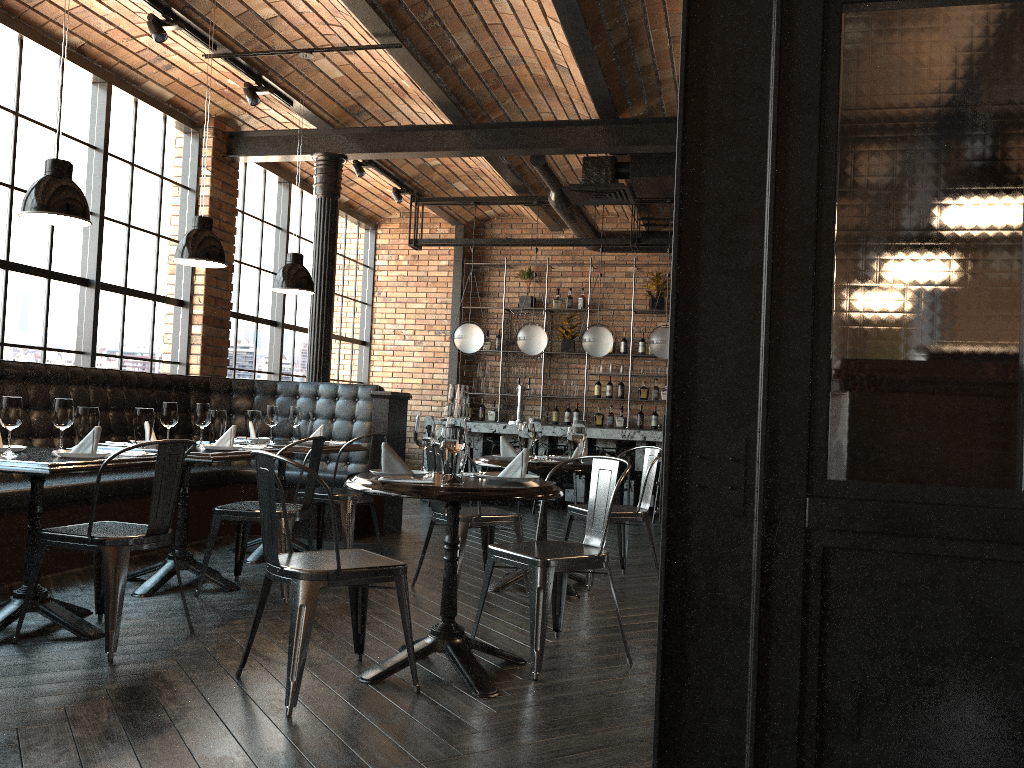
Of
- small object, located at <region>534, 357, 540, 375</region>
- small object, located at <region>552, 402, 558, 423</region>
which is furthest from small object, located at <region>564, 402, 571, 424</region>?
small object, located at <region>534, 357, 540, 375</region>

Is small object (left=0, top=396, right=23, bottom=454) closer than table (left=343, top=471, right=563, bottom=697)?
No

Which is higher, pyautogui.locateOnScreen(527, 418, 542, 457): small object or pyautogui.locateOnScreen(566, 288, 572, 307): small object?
pyautogui.locateOnScreen(566, 288, 572, 307): small object

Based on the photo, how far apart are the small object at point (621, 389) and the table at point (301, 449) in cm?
574

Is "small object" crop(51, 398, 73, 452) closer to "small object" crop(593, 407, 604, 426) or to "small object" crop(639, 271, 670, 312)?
"small object" crop(593, 407, 604, 426)

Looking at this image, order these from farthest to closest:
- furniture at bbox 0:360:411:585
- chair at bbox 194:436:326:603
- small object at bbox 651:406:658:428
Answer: small object at bbox 651:406:658:428 < furniture at bbox 0:360:411:585 < chair at bbox 194:436:326:603

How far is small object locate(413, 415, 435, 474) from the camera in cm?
365

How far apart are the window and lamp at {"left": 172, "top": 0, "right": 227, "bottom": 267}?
1.9 meters

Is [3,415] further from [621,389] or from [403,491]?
[621,389]

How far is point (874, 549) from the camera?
1.46m
